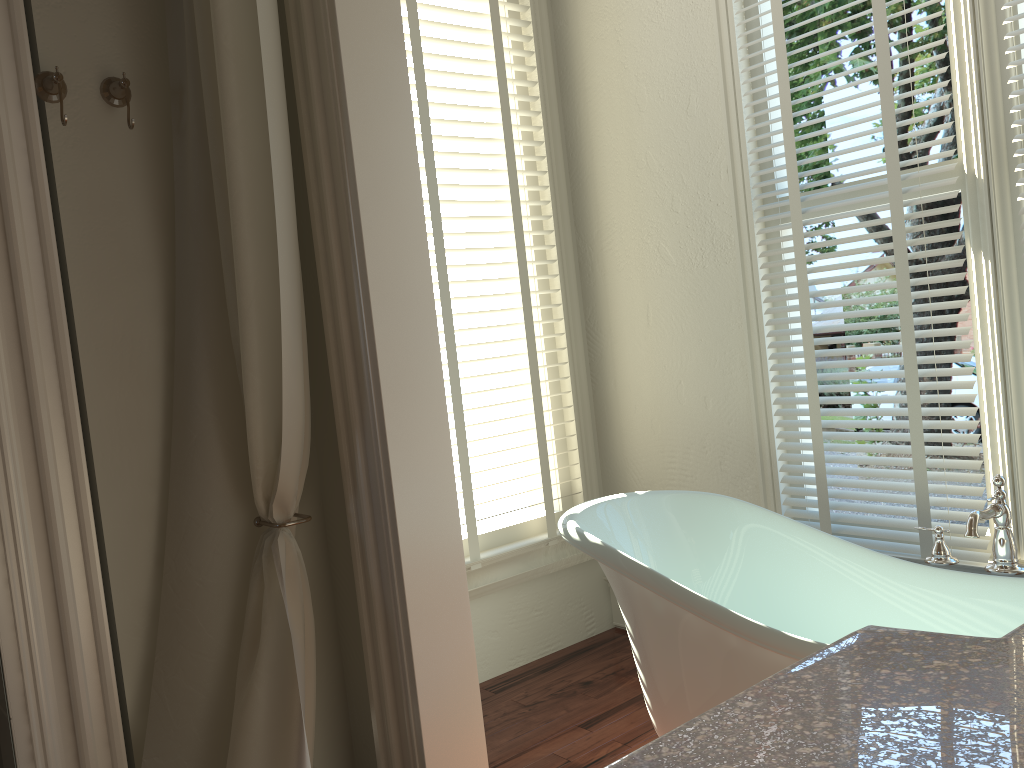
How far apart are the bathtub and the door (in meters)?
1.20

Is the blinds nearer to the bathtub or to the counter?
the bathtub

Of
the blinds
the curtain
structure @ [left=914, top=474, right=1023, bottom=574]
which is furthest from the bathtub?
the curtain

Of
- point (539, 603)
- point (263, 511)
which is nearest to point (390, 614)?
point (263, 511)

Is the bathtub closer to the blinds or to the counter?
the blinds

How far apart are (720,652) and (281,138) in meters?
1.4 m

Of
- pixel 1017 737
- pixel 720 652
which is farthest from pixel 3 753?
pixel 1017 737

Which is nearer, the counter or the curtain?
the counter

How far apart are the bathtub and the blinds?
0.3m

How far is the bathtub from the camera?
1.8 meters
